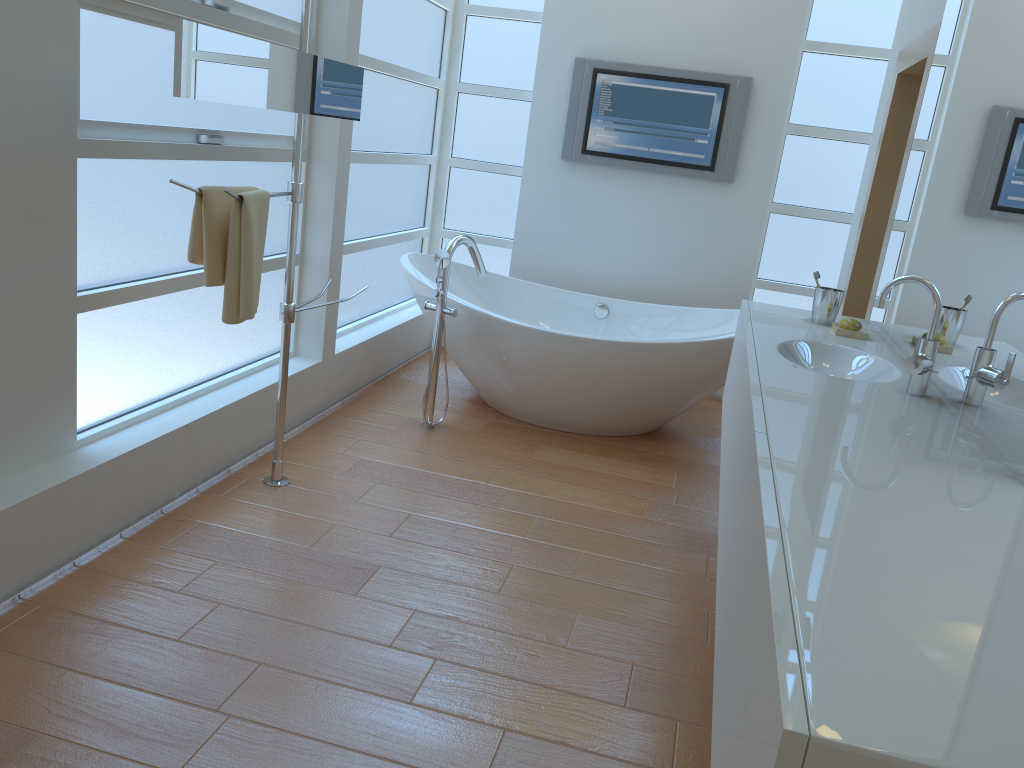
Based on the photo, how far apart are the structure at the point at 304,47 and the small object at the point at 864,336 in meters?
1.7

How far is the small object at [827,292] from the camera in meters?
A: 2.9

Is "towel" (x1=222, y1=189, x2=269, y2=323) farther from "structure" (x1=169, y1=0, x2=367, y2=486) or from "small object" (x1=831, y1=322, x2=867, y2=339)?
"small object" (x1=831, y1=322, x2=867, y2=339)

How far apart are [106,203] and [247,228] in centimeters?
41cm

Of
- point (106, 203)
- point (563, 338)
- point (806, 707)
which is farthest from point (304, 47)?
point (806, 707)

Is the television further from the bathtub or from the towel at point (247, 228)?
the towel at point (247, 228)

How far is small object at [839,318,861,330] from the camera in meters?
2.7 m

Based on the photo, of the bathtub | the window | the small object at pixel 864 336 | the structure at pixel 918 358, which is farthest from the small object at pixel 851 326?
the window

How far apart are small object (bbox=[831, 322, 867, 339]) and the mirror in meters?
1.7

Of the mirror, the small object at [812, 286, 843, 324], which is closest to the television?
the small object at [812, 286, 843, 324]
